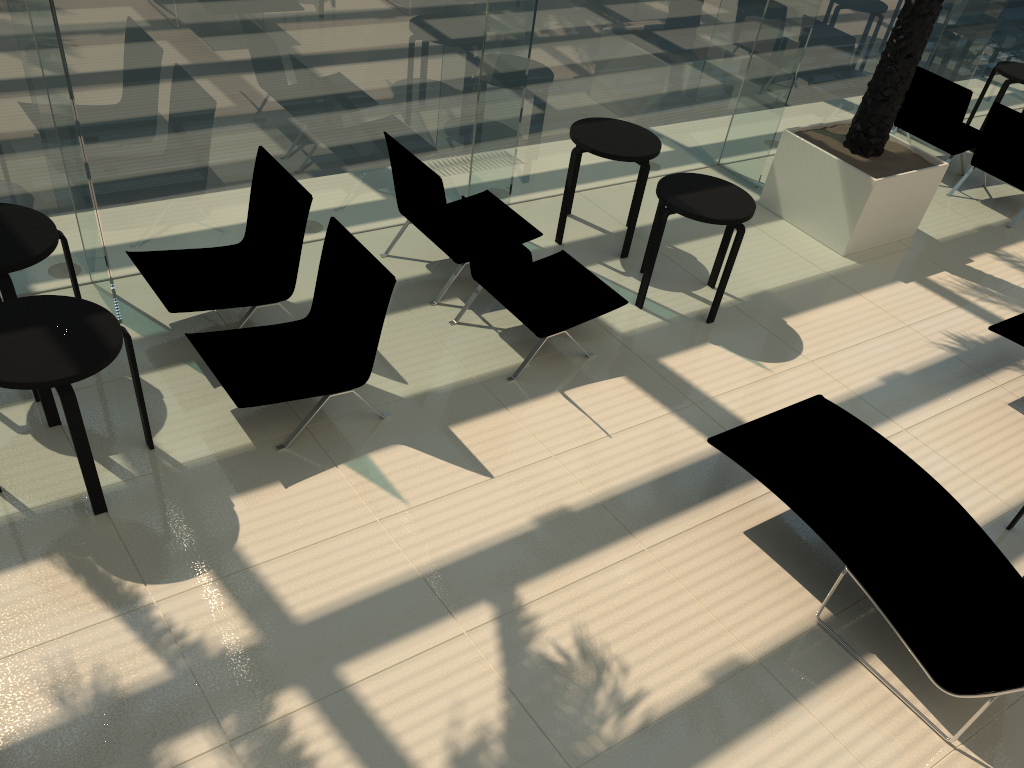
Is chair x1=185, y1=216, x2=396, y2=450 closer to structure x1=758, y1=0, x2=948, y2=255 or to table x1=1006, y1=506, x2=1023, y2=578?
table x1=1006, y1=506, x2=1023, y2=578

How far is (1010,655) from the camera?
3.89m

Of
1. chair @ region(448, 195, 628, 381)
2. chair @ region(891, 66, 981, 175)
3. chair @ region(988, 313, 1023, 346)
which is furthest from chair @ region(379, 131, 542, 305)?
chair @ region(891, 66, 981, 175)

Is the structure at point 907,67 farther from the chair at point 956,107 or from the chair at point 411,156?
the chair at point 411,156

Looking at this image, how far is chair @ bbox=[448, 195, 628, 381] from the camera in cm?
525

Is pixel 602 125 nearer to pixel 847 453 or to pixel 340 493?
pixel 847 453

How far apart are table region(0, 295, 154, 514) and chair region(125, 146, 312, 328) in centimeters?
80cm

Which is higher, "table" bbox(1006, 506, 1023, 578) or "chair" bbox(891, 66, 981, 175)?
"chair" bbox(891, 66, 981, 175)

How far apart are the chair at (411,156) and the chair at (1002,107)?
5.1m

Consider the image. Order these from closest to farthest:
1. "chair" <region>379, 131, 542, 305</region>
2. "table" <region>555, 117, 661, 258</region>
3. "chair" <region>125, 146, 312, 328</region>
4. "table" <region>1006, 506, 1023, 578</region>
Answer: "table" <region>1006, 506, 1023, 578</region> < "chair" <region>125, 146, 312, 328</region> < "chair" <region>379, 131, 542, 305</region> < "table" <region>555, 117, 661, 258</region>
